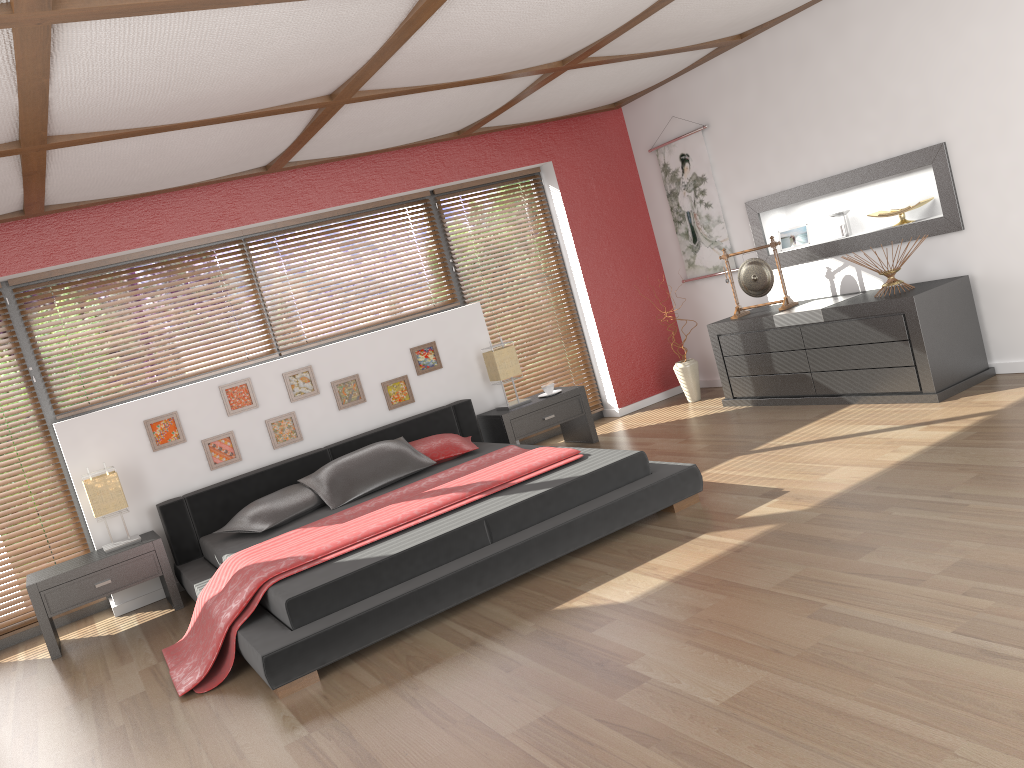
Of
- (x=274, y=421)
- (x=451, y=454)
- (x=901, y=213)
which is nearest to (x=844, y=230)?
(x=901, y=213)

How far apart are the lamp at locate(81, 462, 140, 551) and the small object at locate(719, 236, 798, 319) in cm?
413

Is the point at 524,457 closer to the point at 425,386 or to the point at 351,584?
the point at 351,584

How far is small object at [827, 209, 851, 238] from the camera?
5.9m

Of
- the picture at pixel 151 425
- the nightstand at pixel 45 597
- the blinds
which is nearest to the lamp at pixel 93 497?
the nightstand at pixel 45 597

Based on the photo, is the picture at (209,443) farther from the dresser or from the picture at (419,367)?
the dresser

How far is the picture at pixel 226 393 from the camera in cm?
563

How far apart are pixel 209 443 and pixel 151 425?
0.36m

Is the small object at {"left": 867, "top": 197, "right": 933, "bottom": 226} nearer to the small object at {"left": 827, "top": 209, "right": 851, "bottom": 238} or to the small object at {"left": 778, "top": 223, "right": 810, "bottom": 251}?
the small object at {"left": 827, "top": 209, "right": 851, "bottom": 238}

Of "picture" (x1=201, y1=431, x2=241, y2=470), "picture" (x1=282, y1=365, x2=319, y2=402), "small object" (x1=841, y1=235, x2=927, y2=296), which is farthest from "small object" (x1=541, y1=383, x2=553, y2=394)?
"small object" (x1=841, y1=235, x2=927, y2=296)
